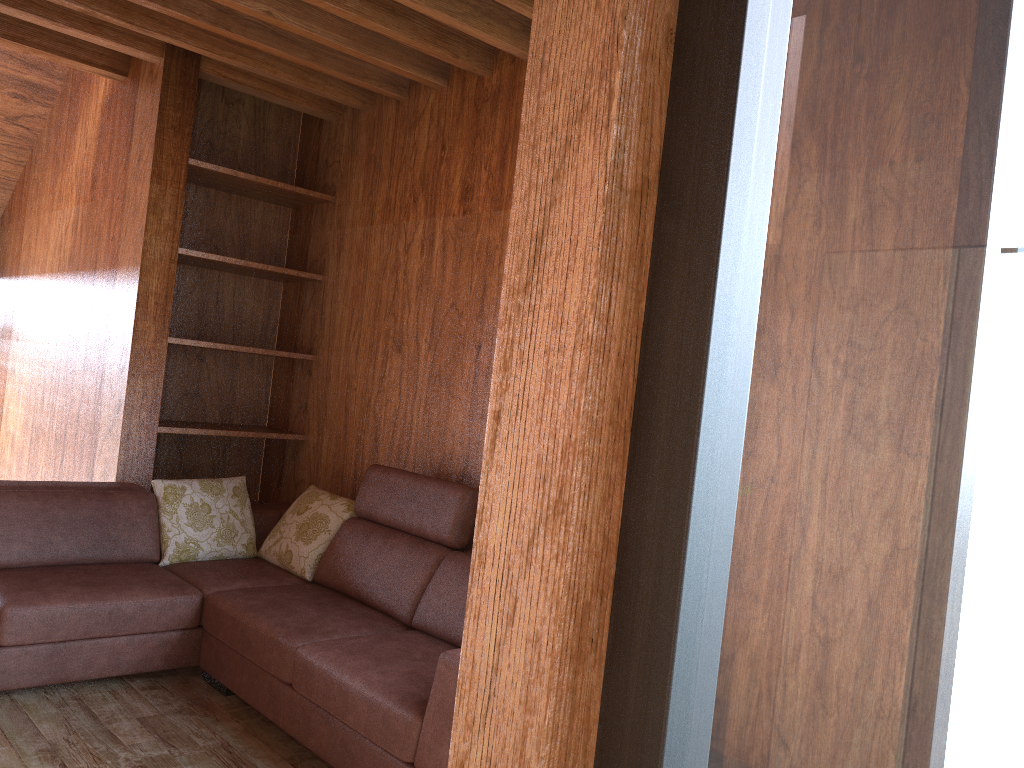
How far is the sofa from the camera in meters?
2.3

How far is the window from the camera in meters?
0.5 m

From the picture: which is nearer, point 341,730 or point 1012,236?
point 1012,236

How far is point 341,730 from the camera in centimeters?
235cm

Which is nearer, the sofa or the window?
the window

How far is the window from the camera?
0.5 meters

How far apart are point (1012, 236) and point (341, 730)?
2.2m

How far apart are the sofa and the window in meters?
1.5

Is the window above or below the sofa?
above

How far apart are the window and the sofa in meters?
1.5
